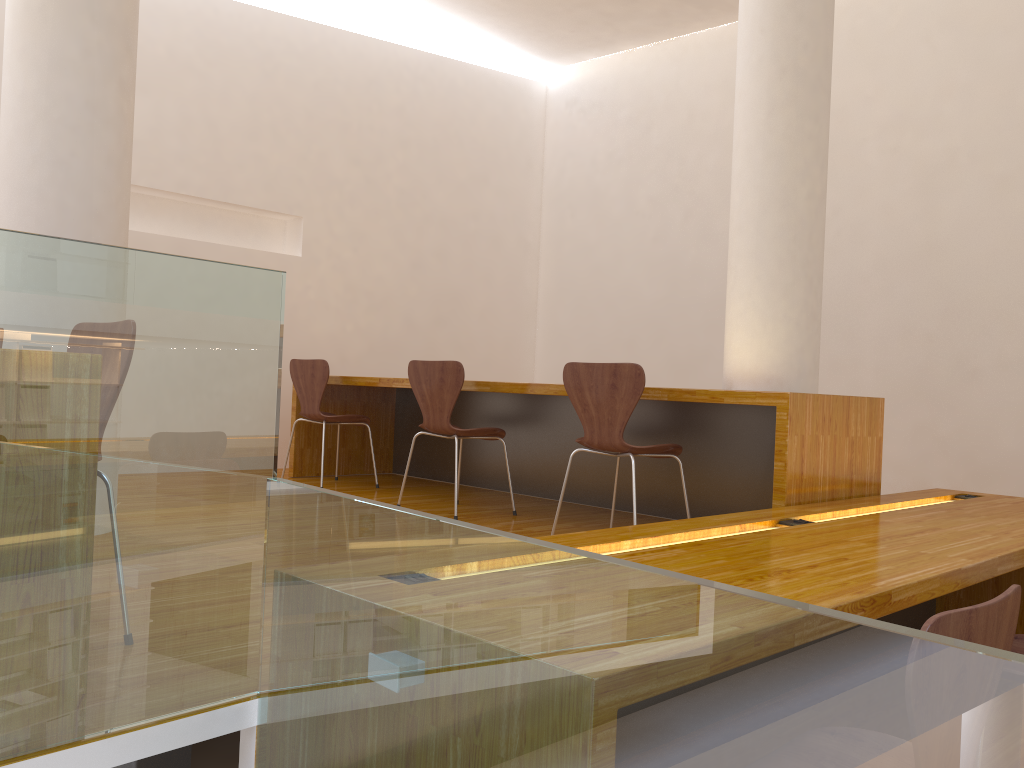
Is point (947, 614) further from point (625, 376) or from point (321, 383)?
point (321, 383)

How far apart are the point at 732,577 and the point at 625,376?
1.5m

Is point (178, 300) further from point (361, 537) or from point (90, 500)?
point (361, 537)

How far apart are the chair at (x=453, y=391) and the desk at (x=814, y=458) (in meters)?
0.18

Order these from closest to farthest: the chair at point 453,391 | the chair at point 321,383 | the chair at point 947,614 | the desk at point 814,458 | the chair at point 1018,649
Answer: the chair at point 947,614
the chair at point 1018,649
the desk at point 814,458
the chair at point 453,391
the chair at point 321,383

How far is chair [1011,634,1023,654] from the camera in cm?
214

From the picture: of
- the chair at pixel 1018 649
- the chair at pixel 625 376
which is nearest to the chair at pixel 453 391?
the chair at pixel 625 376

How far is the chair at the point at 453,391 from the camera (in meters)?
3.88

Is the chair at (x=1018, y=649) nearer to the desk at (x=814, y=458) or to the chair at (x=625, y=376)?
the desk at (x=814, y=458)

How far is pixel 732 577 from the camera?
1.72m
